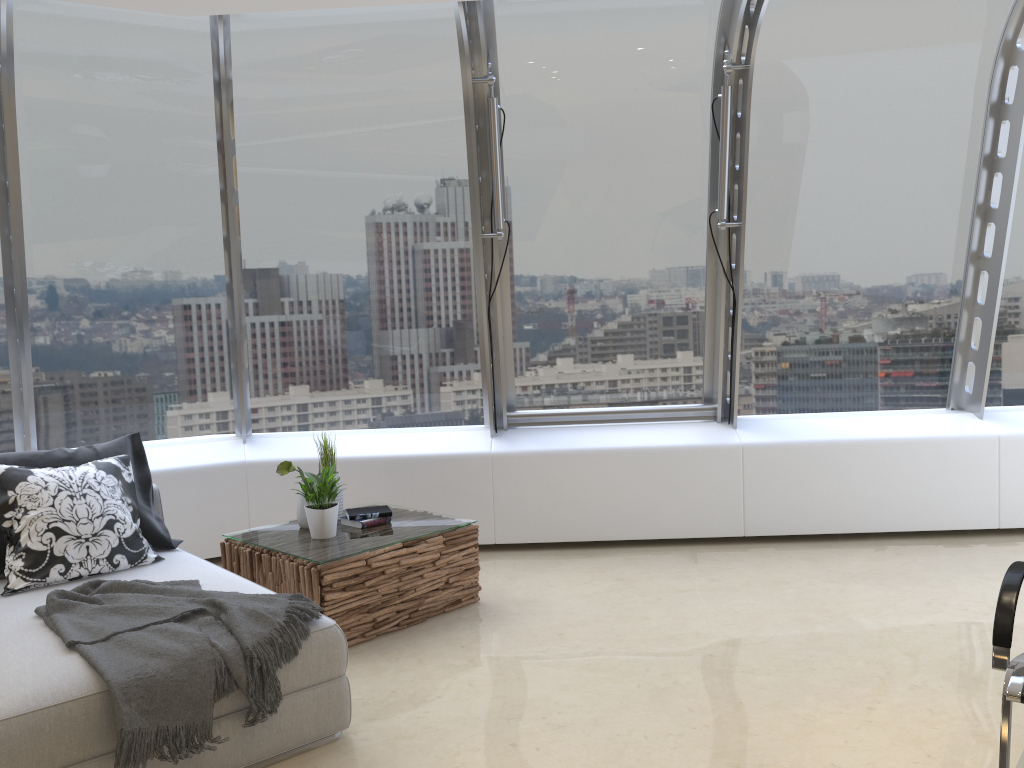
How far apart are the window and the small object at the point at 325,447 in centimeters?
122cm

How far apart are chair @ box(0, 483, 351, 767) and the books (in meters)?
0.79

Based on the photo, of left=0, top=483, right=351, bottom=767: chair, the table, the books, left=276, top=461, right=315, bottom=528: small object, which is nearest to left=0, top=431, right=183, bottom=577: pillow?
left=0, top=483, right=351, bottom=767: chair

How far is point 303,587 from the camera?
3.96m

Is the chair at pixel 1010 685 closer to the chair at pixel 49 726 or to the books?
the chair at pixel 49 726

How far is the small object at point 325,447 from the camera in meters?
4.7 m

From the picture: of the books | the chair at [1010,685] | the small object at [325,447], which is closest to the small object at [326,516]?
the books

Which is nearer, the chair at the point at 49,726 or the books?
the chair at the point at 49,726

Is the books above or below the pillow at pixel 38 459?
below

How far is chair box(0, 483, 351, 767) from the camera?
2.5m
